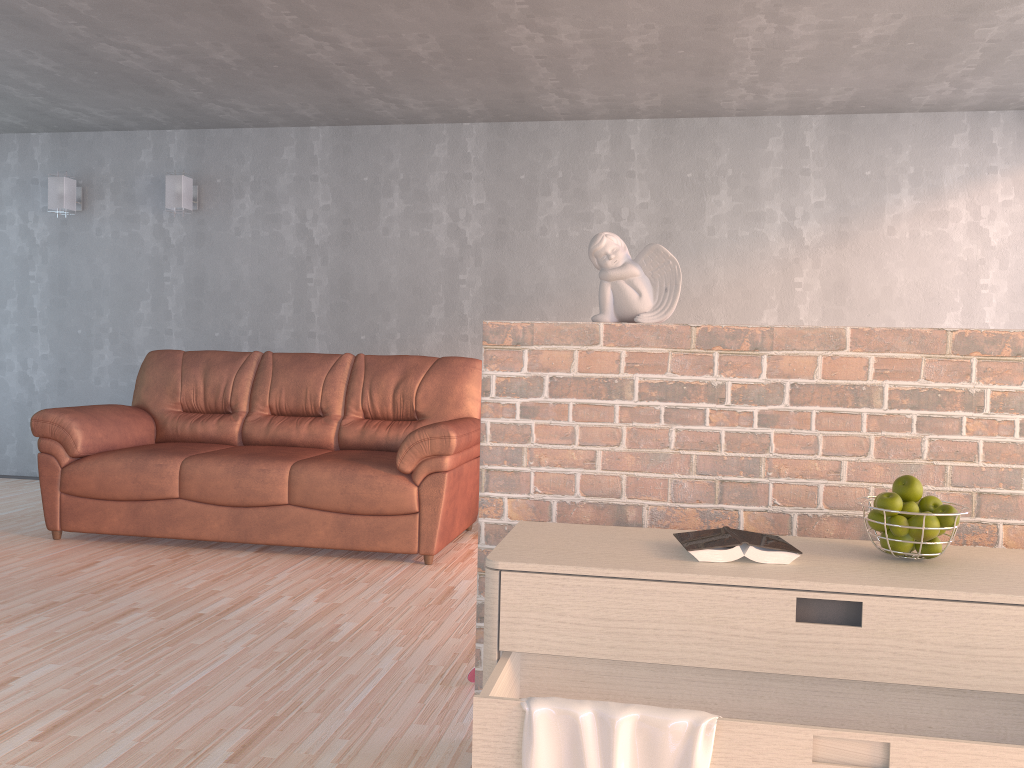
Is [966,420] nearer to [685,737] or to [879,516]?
[879,516]

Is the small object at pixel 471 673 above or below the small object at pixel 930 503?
below

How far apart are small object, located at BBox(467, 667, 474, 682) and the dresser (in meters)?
0.86

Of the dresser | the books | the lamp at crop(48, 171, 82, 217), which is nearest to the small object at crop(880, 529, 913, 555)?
the dresser

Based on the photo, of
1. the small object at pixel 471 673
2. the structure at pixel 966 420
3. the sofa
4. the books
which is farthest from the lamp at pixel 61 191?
the books

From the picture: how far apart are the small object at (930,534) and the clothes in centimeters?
57cm

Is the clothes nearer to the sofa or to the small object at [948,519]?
the small object at [948,519]

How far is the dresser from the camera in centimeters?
136cm

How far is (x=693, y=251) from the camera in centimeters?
551cm

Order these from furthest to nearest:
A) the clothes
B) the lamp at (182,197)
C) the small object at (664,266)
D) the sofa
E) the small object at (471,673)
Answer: the lamp at (182,197) < the sofa < the small object at (471,673) < the small object at (664,266) < the clothes
